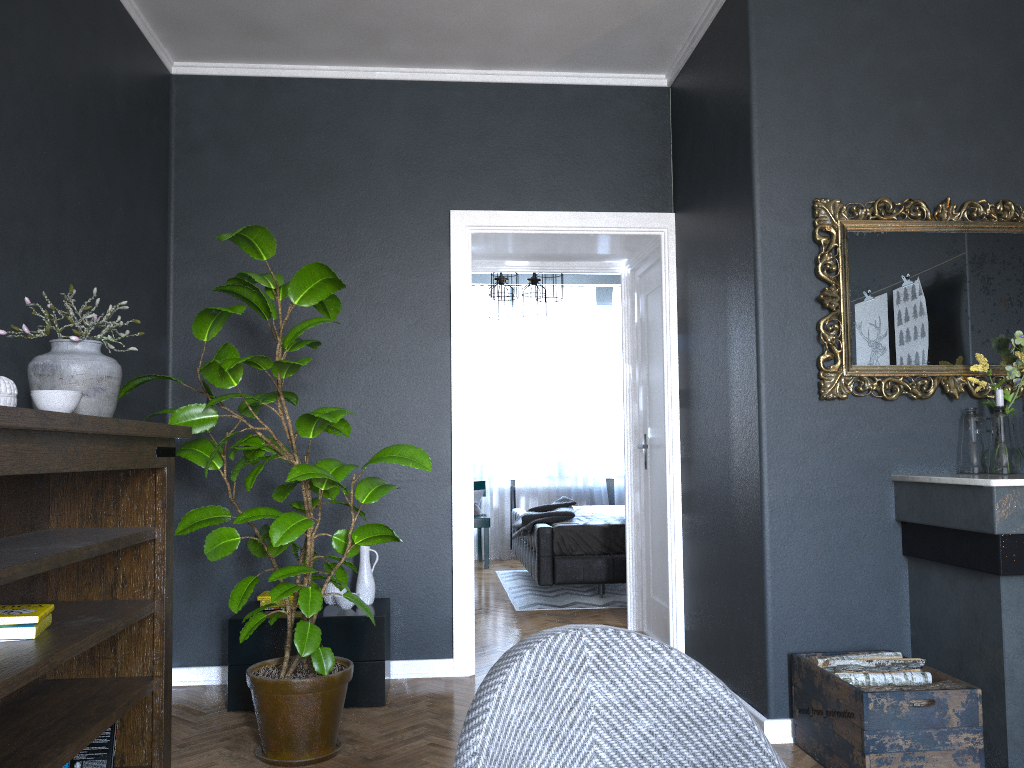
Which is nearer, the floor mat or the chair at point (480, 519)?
the floor mat

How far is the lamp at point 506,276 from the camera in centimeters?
700cm

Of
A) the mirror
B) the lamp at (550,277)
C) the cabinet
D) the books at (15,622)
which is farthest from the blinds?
the books at (15,622)

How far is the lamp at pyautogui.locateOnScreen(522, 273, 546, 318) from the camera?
7.7m

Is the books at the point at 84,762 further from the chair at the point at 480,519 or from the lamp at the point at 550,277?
the chair at the point at 480,519

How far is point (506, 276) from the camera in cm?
700

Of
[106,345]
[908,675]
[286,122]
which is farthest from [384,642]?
[286,122]

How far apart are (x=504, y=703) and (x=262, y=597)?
3.0m

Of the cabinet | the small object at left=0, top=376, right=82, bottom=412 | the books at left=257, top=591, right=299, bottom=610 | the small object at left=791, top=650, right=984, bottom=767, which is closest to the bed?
the cabinet

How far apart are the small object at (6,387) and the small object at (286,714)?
0.7 meters
